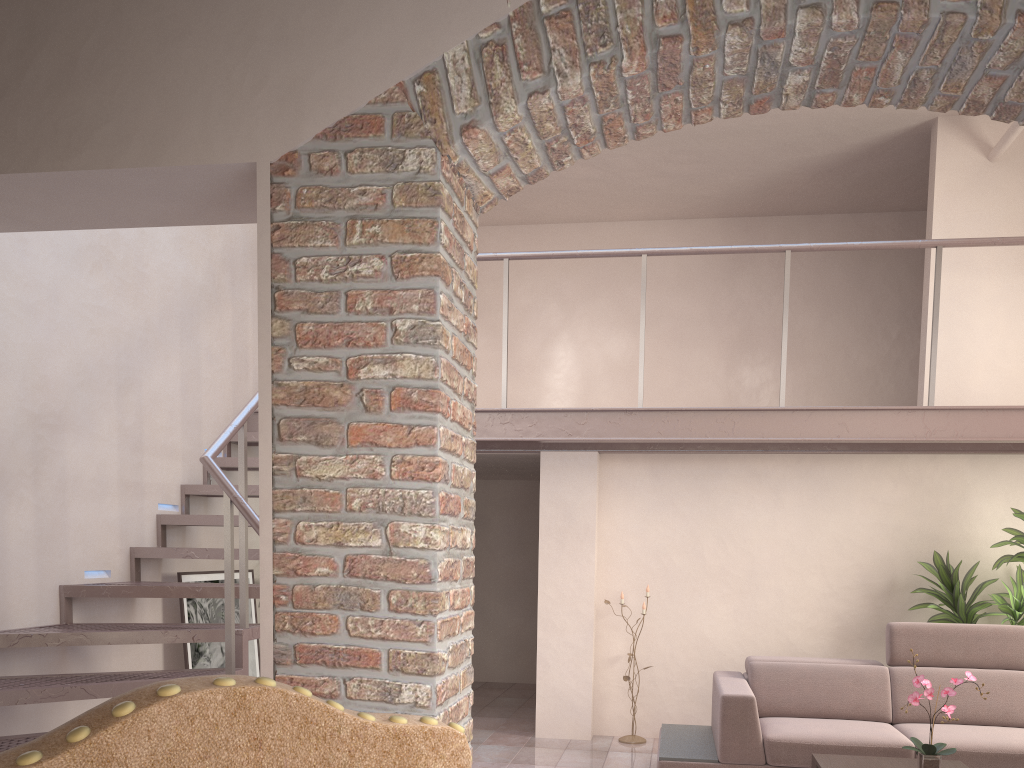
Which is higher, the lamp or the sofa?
the sofa

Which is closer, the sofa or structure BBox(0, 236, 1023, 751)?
structure BBox(0, 236, 1023, 751)

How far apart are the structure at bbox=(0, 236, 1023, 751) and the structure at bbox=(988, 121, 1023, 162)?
0.8m

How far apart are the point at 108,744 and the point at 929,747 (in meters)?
3.77

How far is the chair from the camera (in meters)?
0.63

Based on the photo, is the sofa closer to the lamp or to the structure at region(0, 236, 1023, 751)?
the lamp

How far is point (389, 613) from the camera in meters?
2.2

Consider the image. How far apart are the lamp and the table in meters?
2.0 m

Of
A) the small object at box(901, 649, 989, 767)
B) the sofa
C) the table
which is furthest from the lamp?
the small object at box(901, 649, 989, 767)

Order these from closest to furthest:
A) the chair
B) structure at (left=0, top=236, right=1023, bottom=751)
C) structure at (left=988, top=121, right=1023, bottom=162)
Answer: the chair → structure at (left=0, top=236, right=1023, bottom=751) → structure at (left=988, top=121, right=1023, bottom=162)
